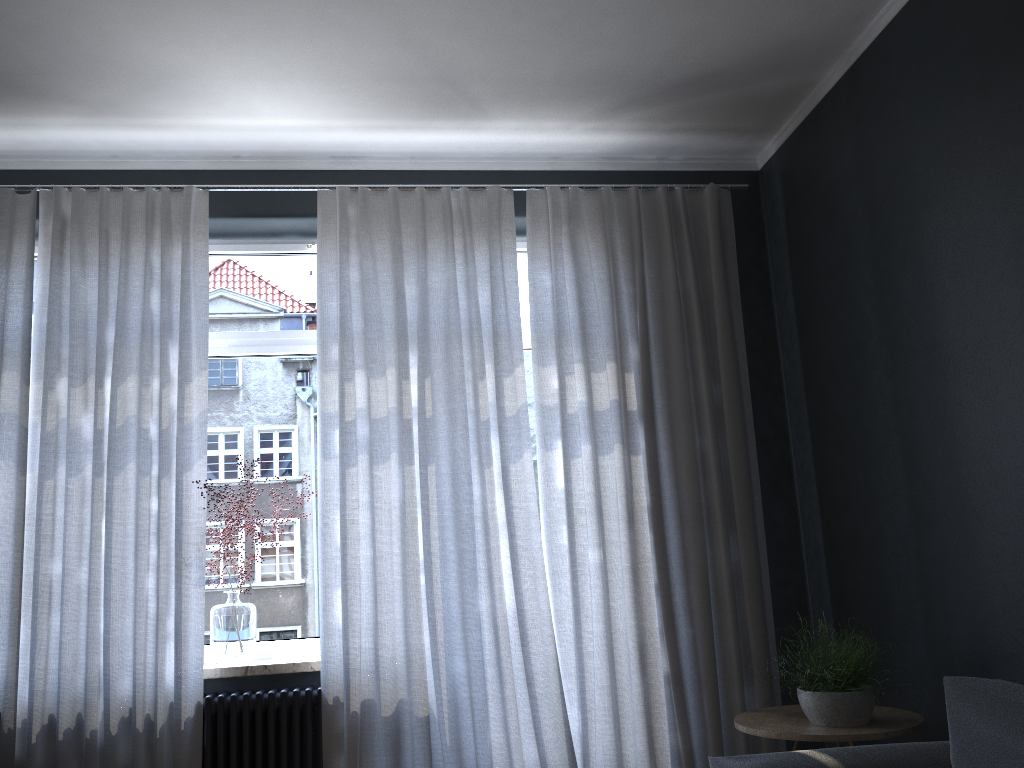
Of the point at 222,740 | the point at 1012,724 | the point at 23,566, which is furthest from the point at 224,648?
the point at 1012,724

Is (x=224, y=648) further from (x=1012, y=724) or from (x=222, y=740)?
(x=1012, y=724)

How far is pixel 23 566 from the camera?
3.3m

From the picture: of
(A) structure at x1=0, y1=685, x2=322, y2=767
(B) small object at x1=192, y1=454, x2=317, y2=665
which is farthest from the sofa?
(B) small object at x1=192, y1=454, x2=317, y2=665

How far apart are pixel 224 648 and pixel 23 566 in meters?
0.8

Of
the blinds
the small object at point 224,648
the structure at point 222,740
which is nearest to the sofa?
the blinds

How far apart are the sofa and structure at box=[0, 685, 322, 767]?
1.6m

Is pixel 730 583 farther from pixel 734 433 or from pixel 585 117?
pixel 585 117

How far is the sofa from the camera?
2.07m

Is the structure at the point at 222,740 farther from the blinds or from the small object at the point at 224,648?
the small object at the point at 224,648
